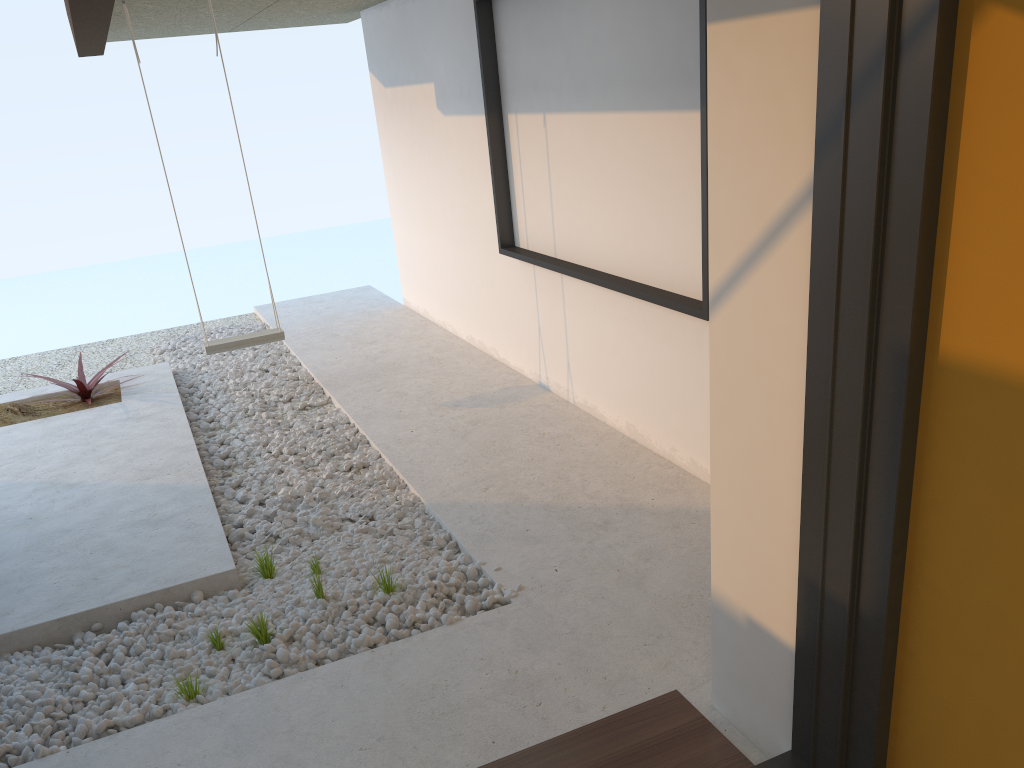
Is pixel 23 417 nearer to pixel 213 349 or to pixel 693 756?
pixel 213 349

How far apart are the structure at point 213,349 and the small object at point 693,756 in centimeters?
368cm

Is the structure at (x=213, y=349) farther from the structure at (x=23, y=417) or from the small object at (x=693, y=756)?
the small object at (x=693, y=756)

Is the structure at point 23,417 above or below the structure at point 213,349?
below

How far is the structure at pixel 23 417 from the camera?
5.4 meters

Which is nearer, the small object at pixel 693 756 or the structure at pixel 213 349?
the small object at pixel 693 756

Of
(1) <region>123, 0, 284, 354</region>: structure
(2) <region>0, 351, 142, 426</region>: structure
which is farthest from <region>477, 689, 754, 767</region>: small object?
(2) <region>0, 351, 142, 426</region>: structure

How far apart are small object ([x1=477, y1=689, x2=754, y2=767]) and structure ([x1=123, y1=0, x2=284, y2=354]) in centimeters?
368cm

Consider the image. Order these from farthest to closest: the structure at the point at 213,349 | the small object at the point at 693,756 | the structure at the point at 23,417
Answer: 1. the structure at the point at 23,417
2. the structure at the point at 213,349
3. the small object at the point at 693,756

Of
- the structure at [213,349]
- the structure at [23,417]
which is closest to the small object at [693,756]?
the structure at [213,349]
